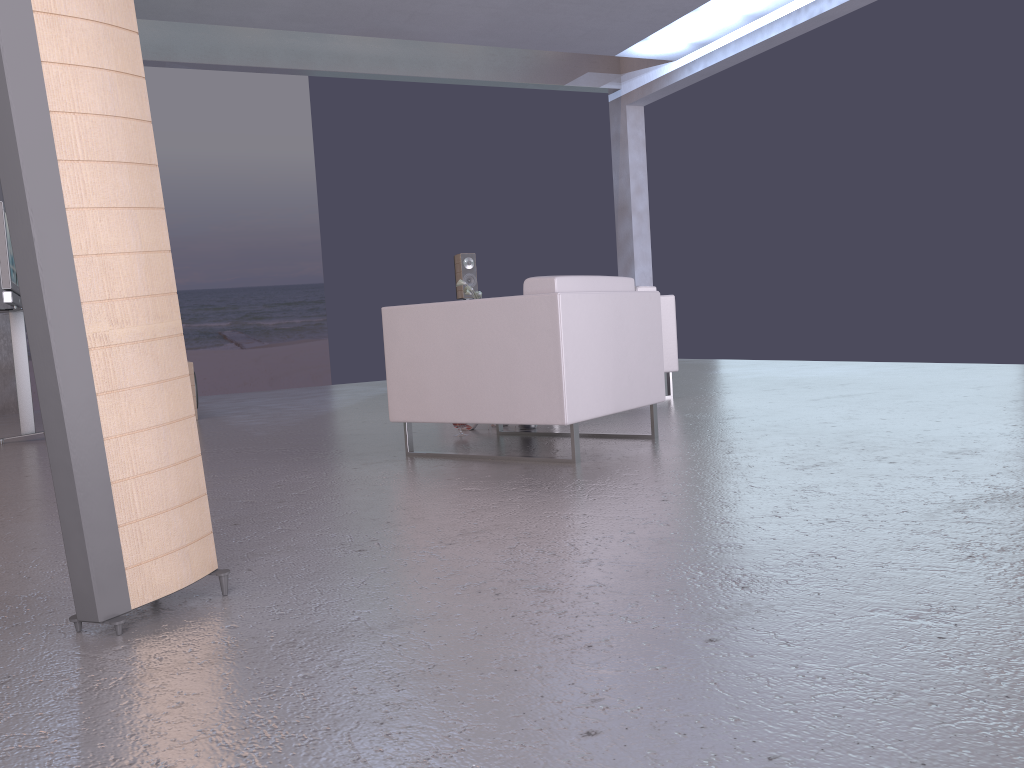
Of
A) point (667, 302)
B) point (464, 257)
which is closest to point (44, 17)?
point (667, 302)

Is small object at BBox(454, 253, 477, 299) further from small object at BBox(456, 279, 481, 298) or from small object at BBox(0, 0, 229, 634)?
small object at BBox(0, 0, 229, 634)

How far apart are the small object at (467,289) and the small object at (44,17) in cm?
653

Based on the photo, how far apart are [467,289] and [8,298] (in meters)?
4.01

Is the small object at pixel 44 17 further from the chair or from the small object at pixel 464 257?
the small object at pixel 464 257

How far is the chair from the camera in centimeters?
367cm

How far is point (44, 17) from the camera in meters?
1.7

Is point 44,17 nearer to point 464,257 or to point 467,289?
point 467,289

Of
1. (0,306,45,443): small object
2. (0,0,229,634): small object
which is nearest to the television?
(0,306,45,443): small object

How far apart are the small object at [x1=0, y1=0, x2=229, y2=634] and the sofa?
4.6m
